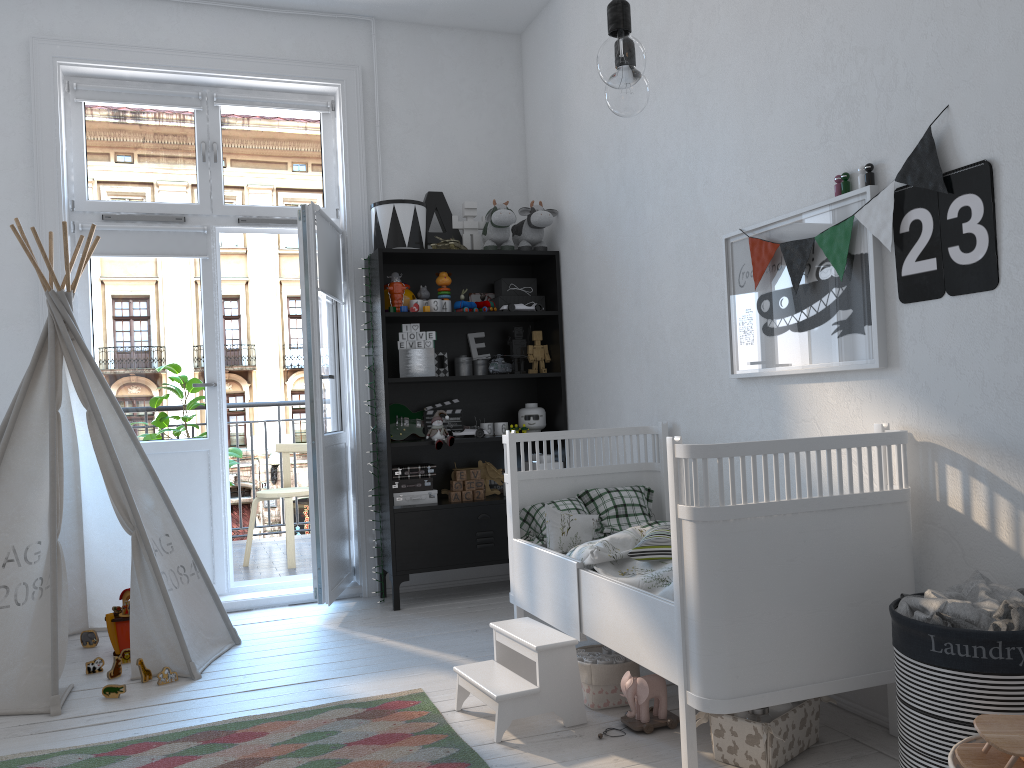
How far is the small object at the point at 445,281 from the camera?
4.30m

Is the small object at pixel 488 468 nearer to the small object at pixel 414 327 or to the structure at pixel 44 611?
the small object at pixel 414 327

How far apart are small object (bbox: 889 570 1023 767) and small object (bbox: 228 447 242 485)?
3.97m

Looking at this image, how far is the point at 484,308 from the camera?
4.4 meters

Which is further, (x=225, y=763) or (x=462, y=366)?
(x=462, y=366)

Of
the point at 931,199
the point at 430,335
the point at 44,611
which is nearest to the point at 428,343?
the point at 430,335

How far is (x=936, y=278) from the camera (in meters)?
2.22

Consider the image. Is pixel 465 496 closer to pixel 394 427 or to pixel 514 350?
pixel 394 427

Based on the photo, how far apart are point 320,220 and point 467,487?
1.4m

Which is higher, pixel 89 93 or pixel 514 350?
pixel 89 93
